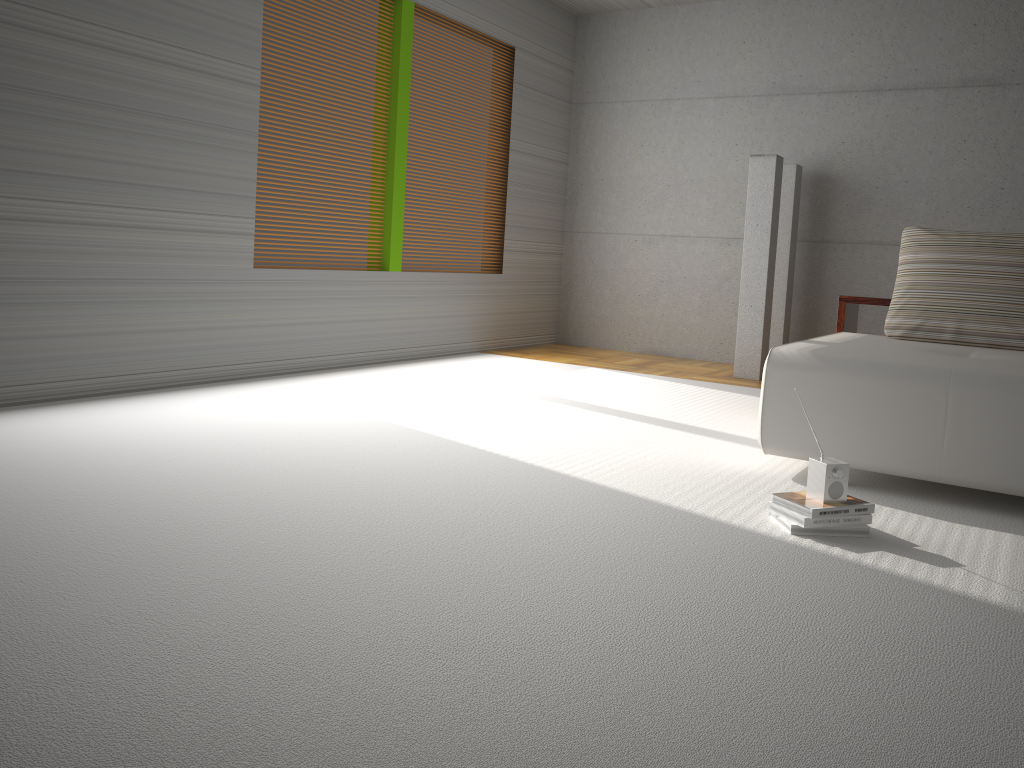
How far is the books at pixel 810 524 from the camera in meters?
2.8

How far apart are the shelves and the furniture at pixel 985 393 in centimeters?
36cm

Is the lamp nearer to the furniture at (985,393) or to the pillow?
the pillow

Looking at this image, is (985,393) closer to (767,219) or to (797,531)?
(797,531)

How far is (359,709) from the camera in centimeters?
164cm

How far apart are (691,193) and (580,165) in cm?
115

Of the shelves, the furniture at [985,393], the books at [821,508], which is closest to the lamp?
the shelves

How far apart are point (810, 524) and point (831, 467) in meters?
0.2

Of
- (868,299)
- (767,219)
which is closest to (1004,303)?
(868,299)

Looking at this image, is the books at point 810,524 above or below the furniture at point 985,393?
Result: below
